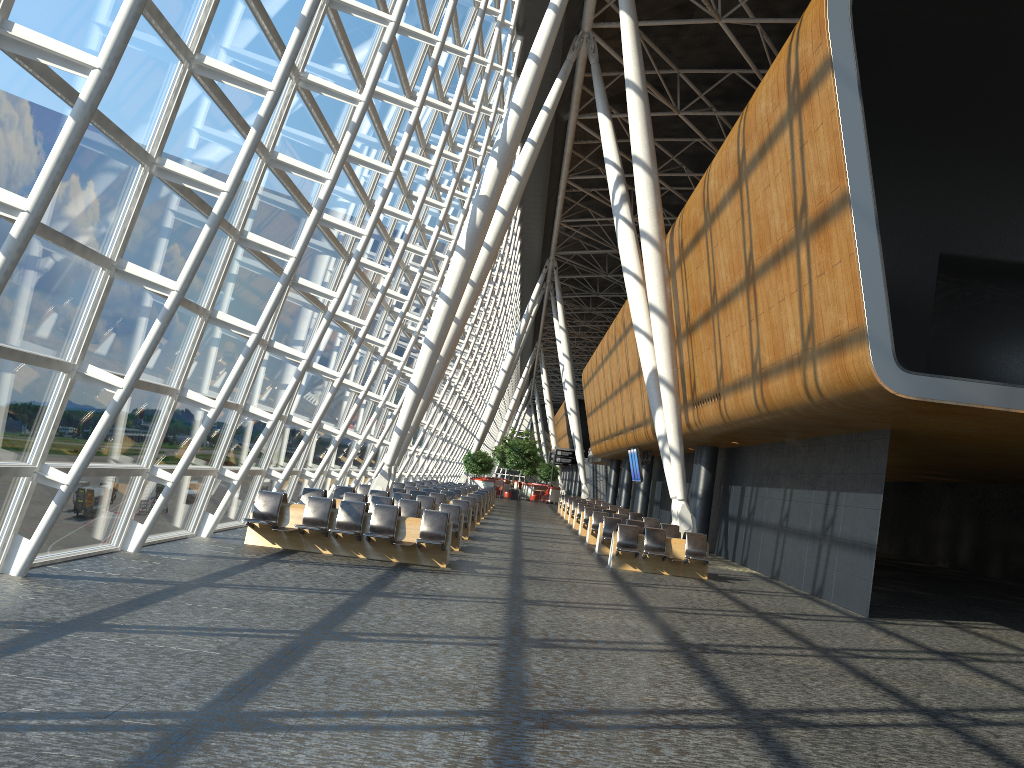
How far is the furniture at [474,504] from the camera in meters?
23.0 m

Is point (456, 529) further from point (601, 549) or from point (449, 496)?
point (449, 496)

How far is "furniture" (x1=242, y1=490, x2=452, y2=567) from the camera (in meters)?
13.91

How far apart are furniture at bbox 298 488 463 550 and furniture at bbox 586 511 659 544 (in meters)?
6.33

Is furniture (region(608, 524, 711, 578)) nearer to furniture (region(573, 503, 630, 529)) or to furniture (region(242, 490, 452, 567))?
furniture (region(242, 490, 452, 567))

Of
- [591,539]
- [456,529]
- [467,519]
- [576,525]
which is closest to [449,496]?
[591,539]

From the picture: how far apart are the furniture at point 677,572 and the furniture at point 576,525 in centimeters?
1131cm

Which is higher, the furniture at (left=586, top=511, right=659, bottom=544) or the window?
the window

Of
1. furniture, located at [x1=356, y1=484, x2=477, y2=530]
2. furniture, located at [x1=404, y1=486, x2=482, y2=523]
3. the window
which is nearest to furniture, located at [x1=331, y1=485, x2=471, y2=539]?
the window

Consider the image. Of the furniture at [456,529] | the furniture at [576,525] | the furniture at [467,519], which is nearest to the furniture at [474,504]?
the furniture at [467,519]
